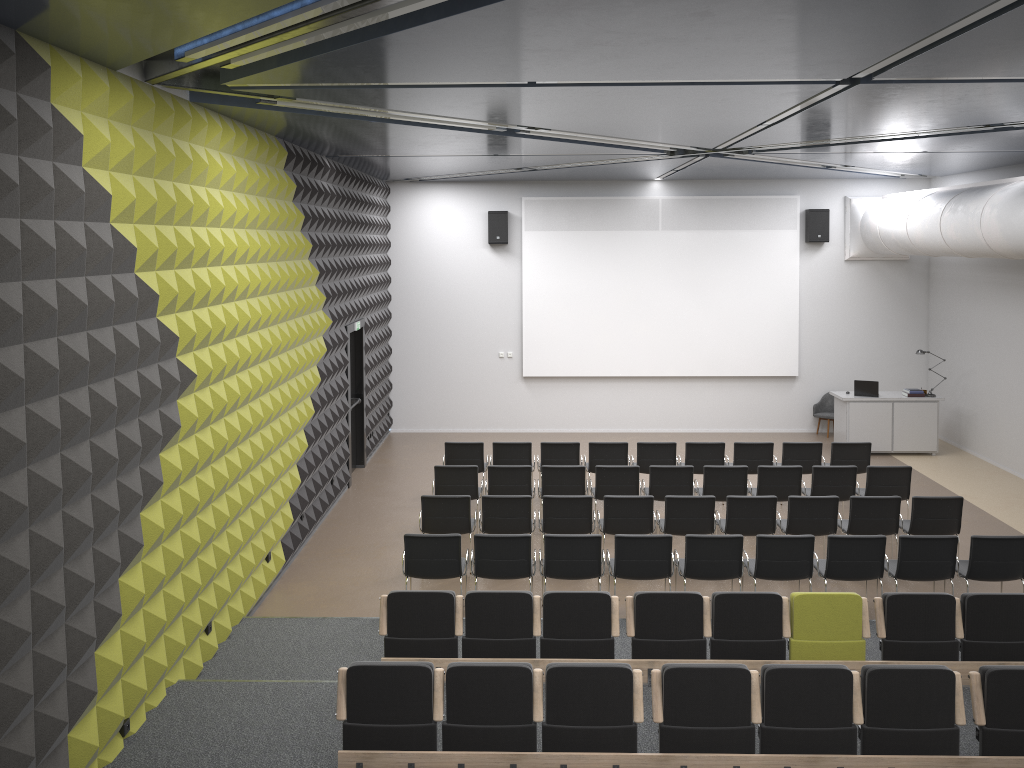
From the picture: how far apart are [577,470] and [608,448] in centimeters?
139cm

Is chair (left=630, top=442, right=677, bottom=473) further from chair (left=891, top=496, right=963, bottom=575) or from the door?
the door

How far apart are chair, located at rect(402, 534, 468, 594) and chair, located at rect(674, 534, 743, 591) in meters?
2.2

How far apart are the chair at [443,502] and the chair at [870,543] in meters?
3.7 m

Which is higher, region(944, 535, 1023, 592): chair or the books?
the books

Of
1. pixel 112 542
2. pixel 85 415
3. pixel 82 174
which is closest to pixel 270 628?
pixel 112 542

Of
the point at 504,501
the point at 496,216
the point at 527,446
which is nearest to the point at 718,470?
the point at 527,446

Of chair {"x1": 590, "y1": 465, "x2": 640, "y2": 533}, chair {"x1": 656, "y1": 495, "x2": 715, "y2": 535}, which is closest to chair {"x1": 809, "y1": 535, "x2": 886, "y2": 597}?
chair {"x1": 656, "y1": 495, "x2": 715, "y2": 535}

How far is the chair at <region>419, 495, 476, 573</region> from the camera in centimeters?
992cm

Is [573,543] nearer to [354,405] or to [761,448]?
[761,448]
